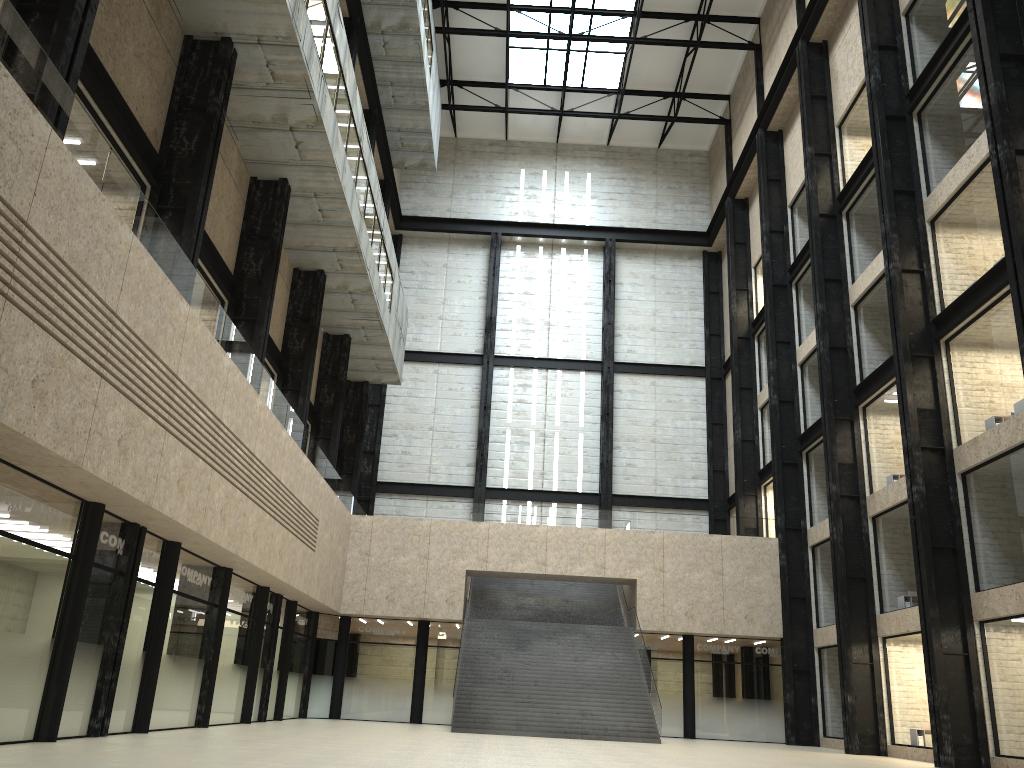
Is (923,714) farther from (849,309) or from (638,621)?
(849,309)
